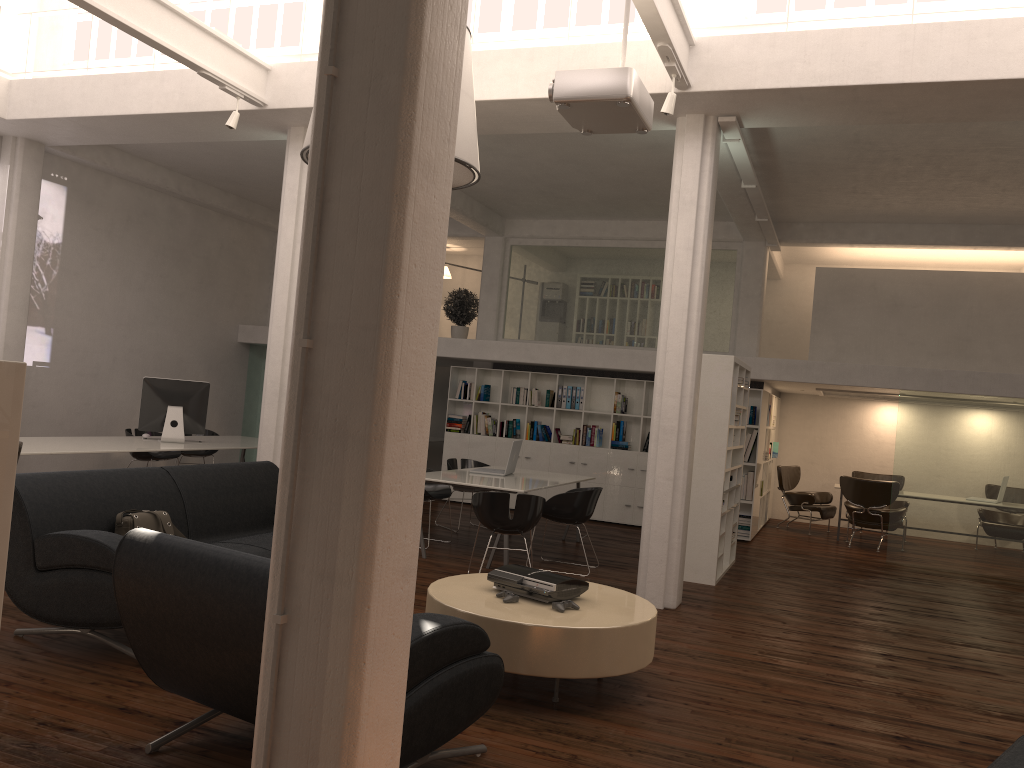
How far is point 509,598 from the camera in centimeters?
599cm

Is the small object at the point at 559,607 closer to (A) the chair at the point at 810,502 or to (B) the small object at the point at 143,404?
(B) the small object at the point at 143,404

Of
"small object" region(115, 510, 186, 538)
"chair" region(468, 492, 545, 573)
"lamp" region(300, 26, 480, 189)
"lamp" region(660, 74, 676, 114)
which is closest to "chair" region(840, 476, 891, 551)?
"chair" region(468, 492, 545, 573)

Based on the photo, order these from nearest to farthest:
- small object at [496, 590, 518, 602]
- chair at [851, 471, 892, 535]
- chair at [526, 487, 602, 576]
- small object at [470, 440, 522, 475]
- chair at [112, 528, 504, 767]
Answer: chair at [112, 528, 504, 767] → small object at [496, 590, 518, 602] → chair at [526, 487, 602, 576] → small object at [470, 440, 522, 475] → chair at [851, 471, 892, 535]

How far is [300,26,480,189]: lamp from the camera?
6.51m

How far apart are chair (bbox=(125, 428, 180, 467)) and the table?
8.14m

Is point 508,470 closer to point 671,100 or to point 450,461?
point 450,461

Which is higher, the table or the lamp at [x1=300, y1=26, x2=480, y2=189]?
the lamp at [x1=300, y1=26, x2=480, y2=189]

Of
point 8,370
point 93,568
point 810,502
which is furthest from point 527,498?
point 810,502

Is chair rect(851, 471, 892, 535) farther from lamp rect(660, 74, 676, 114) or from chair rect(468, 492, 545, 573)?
lamp rect(660, 74, 676, 114)
